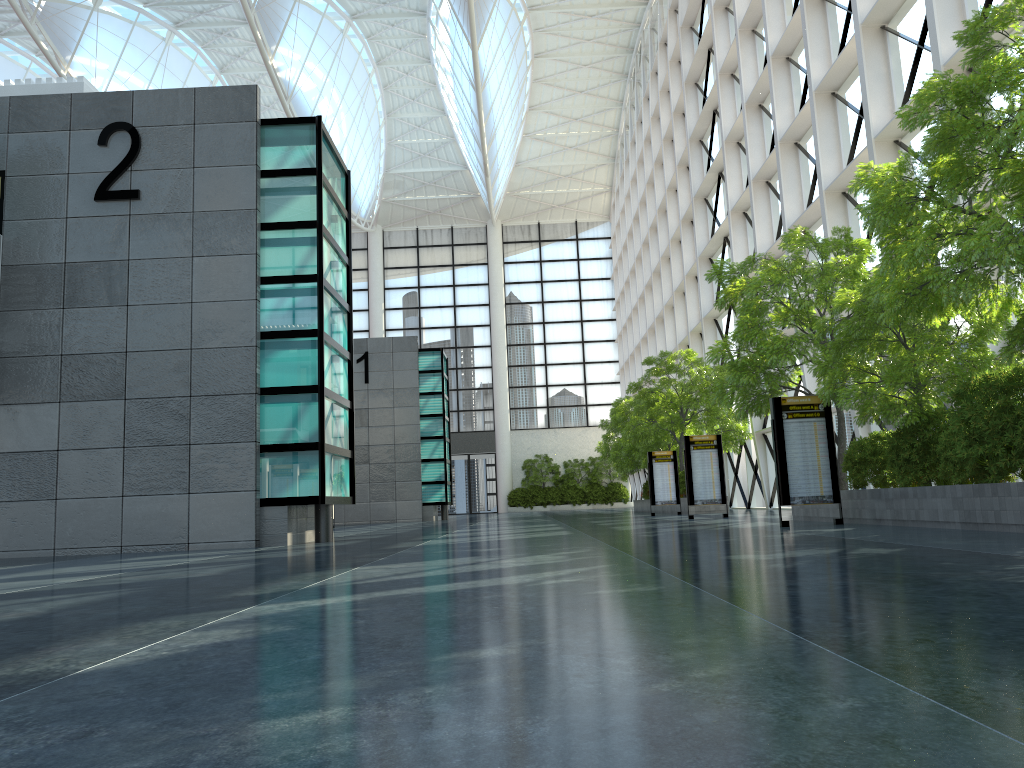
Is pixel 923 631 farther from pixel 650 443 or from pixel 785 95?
pixel 650 443

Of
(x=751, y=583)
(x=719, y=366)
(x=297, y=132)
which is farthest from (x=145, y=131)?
(x=719, y=366)
